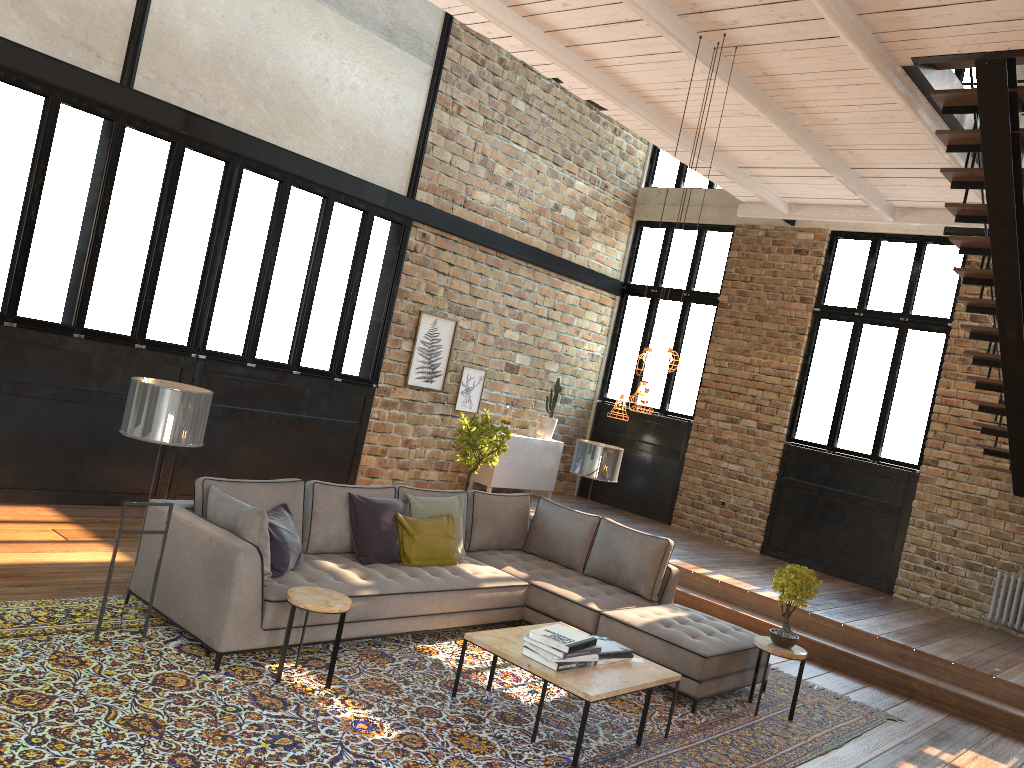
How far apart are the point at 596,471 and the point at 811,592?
2.3 meters

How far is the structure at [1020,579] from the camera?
9.0 meters

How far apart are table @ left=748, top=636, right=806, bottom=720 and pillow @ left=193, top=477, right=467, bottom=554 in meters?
2.5 m

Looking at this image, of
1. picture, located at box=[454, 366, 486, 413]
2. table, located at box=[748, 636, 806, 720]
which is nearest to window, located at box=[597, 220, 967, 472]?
picture, located at box=[454, 366, 486, 413]

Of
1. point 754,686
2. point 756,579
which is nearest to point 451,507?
point 754,686

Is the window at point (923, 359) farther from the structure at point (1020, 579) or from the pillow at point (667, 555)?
the pillow at point (667, 555)

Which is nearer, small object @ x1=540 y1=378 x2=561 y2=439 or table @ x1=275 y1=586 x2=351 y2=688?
table @ x1=275 y1=586 x2=351 y2=688

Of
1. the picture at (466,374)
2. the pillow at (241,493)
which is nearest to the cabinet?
the picture at (466,374)

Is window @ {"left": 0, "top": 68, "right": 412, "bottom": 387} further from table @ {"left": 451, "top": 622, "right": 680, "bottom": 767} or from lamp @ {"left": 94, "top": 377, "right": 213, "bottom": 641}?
table @ {"left": 451, "top": 622, "right": 680, "bottom": 767}

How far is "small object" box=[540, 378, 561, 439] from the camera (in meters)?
11.81
